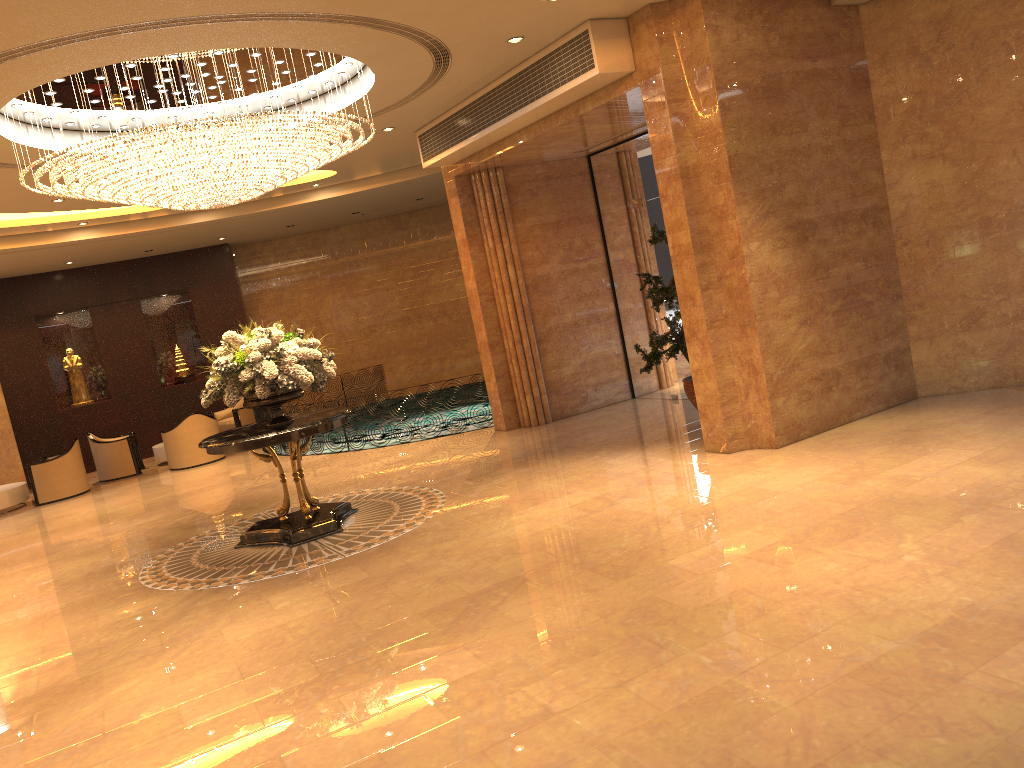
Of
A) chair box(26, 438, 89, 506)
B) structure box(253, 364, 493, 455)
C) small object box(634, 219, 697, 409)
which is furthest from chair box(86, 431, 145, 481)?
small object box(634, 219, 697, 409)

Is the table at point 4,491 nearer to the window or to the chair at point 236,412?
the chair at point 236,412

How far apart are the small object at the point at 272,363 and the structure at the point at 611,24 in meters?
3.2 m

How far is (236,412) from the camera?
17.0 meters

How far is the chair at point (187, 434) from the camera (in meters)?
15.03

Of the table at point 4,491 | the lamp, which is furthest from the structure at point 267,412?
the lamp

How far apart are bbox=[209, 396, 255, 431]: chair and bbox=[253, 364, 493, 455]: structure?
0.49m

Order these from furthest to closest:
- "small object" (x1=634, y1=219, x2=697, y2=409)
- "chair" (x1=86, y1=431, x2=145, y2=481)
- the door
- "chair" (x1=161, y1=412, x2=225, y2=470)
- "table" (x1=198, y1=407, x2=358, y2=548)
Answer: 1. "chair" (x1=86, y1=431, x2=145, y2=481)
2. "chair" (x1=161, y1=412, x2=225, y2=470)
3. the door
4. "small object" (x1=634, y1=219, x2=697, y2=409)
5. "table" (x1=198, y1=407, x2=358, y2=548)

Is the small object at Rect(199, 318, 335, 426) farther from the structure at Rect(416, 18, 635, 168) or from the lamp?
the structure at Rect(416, 18, 635, 168)

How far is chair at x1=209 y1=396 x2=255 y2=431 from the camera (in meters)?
16.99
